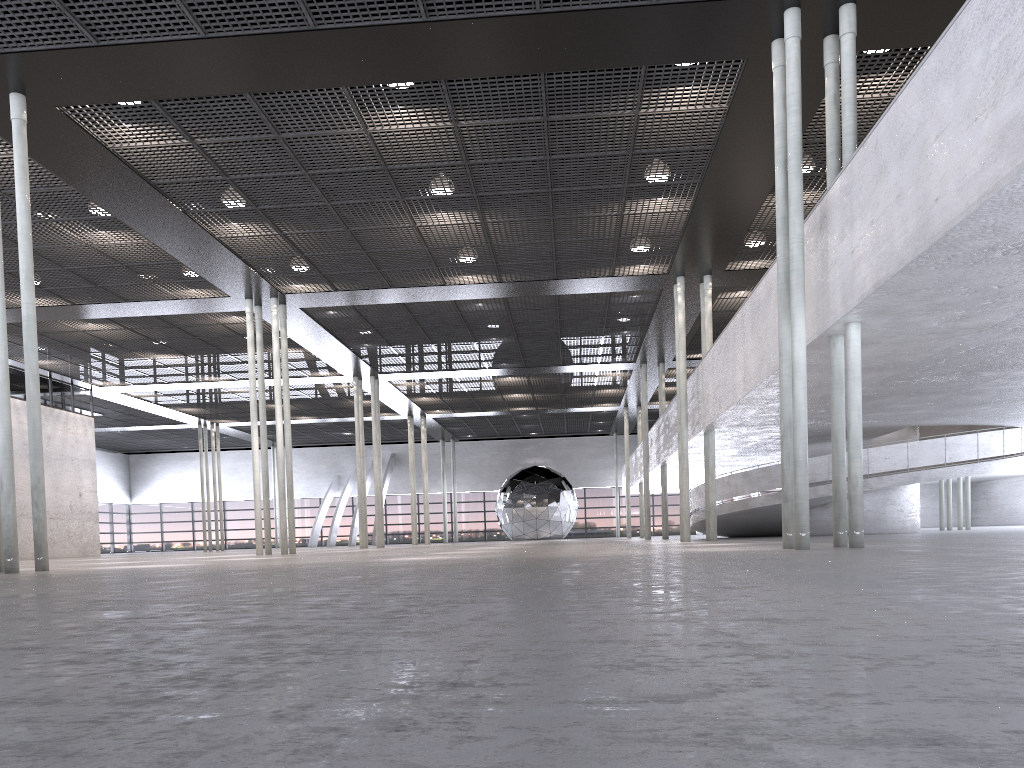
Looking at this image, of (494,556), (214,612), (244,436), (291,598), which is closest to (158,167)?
(494,556)

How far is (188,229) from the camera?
16.57m
